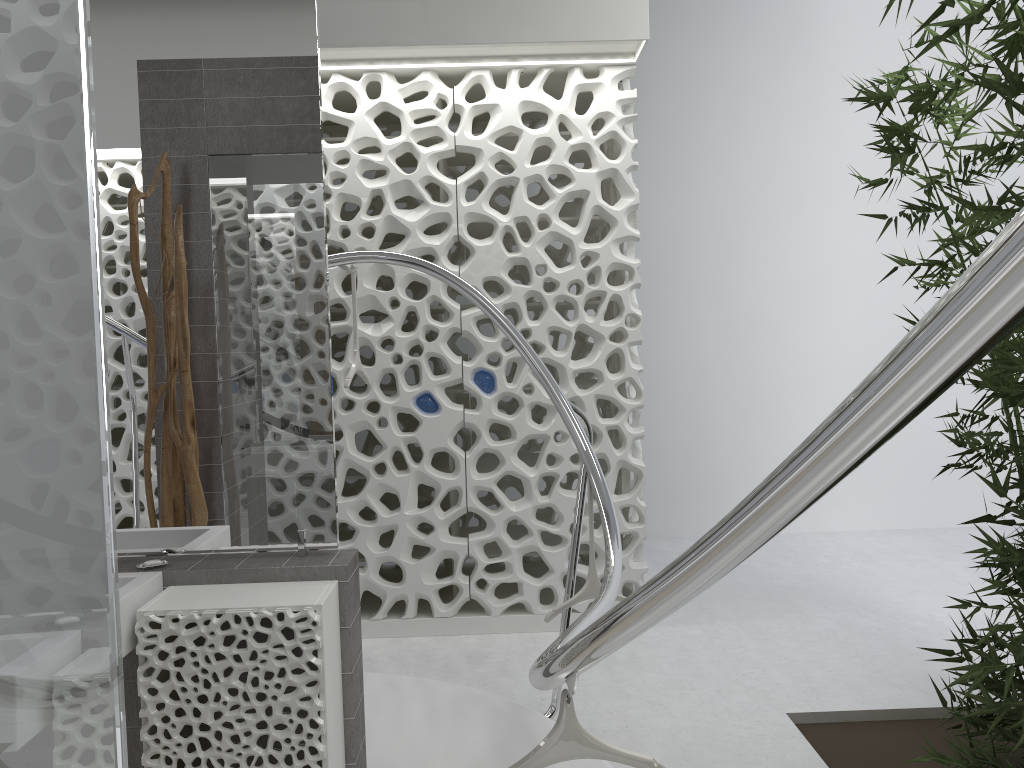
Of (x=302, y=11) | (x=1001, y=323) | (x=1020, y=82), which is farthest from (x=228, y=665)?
(x=1020, y=82)

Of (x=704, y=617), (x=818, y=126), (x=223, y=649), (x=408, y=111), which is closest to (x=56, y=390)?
(x=223, y=649)

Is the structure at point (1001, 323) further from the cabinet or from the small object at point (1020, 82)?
the small object at point (1020, 82)

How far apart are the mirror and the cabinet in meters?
0.0

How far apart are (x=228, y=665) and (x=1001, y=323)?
2.1m

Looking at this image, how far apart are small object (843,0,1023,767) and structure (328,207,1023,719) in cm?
96

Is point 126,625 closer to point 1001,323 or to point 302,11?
point 302,11

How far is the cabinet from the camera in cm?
227

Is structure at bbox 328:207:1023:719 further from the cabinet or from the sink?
the sink

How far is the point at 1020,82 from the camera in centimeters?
208cm
